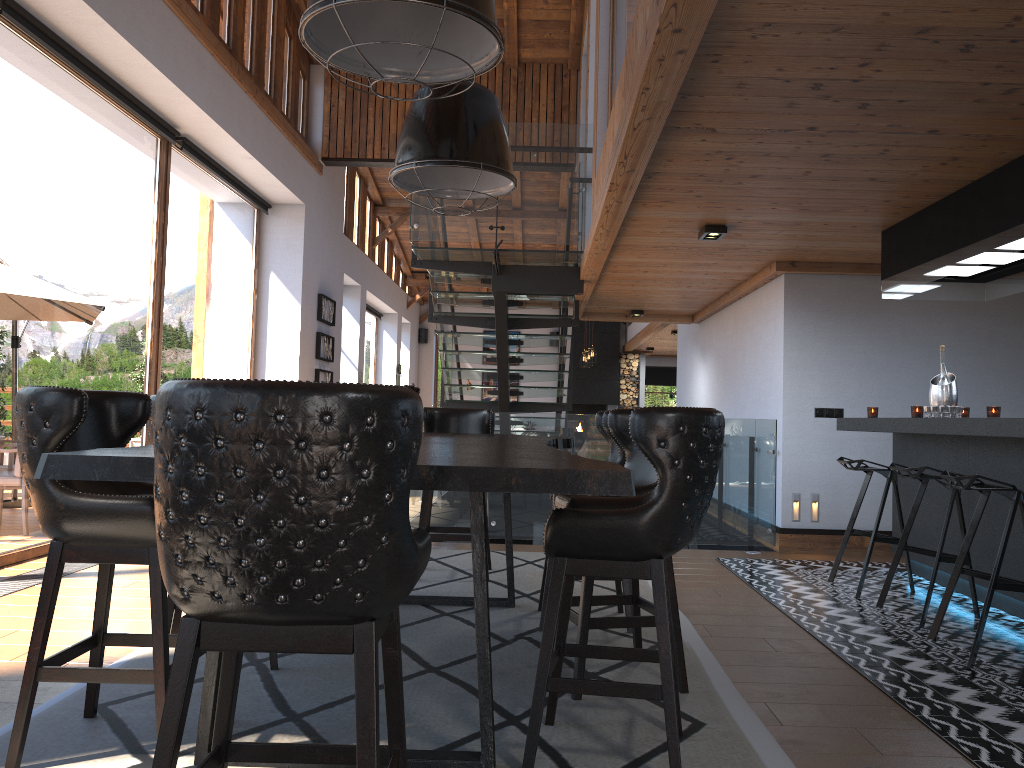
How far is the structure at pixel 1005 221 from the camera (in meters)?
4.40

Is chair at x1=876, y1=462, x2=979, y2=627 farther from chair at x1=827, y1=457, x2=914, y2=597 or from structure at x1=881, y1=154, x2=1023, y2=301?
structure at x1=881, y1=154, x2=1023, y2=301

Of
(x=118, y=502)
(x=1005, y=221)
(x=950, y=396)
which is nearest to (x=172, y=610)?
(x=118, y=502)

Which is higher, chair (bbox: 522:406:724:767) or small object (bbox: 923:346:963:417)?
small object (bbox: 923:346:963:417)

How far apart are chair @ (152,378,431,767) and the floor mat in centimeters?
72cm

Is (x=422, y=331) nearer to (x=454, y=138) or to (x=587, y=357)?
(x=587, y=357)

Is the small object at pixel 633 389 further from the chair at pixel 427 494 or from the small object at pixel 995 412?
the small object at pixel 995 412

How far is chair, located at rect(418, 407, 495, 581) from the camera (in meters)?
5.57

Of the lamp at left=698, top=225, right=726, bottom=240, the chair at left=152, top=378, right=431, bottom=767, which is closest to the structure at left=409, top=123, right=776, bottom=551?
the lamp at left=698, top=225, right=726, bottom=240

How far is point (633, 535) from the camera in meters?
2.5
